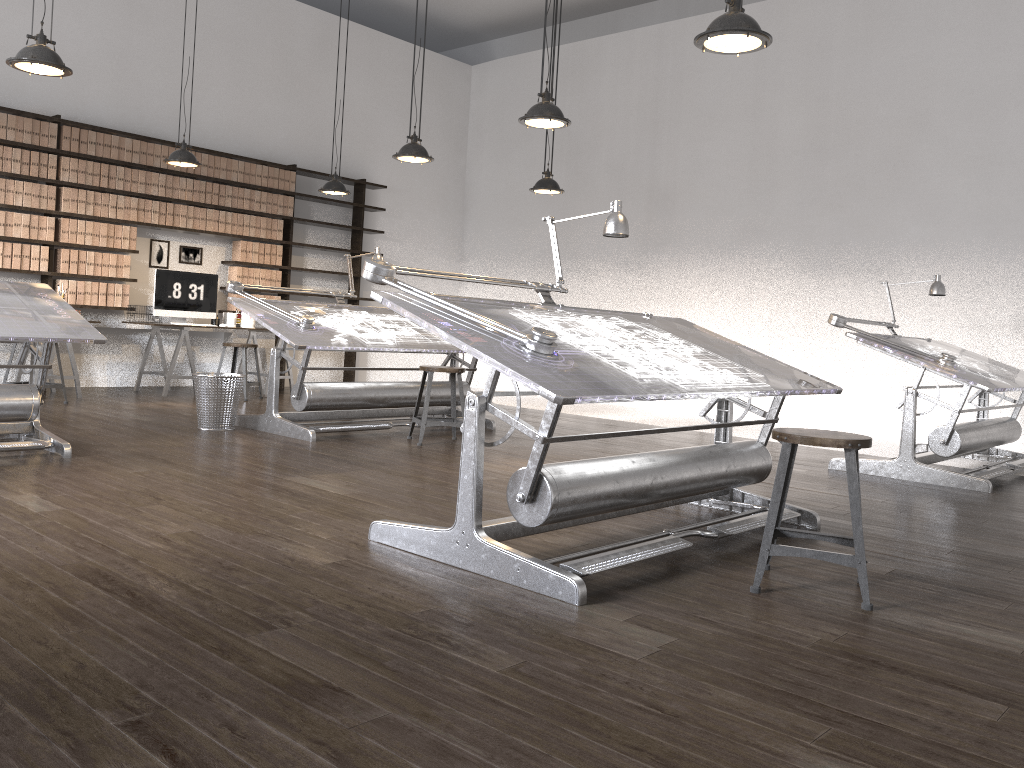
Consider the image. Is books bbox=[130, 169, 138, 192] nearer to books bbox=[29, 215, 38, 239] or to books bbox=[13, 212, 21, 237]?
books bbox=[29, 215, 38, 239]

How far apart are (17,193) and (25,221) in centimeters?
24cm

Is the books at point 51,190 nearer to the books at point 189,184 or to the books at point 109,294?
the books at point 109,294

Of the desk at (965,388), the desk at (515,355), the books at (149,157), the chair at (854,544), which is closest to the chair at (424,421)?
the desk at (515,355)

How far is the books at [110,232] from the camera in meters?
8.2 m

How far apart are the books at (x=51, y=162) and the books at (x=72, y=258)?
0.69m

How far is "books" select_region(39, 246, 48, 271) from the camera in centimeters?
779cm

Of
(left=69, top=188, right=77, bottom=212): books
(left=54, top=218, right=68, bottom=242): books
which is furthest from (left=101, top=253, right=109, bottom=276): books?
(left=69, top=188, right=77, bottom=212): books

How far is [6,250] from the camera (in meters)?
7.57

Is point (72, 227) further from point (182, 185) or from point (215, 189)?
point (215, 189)
